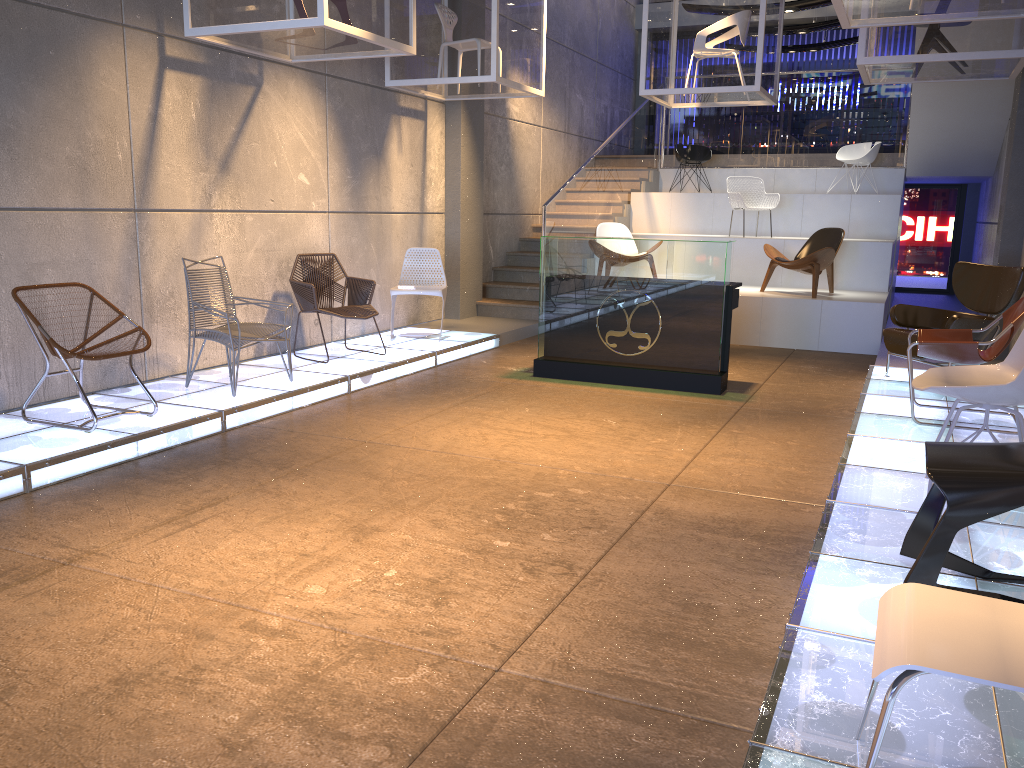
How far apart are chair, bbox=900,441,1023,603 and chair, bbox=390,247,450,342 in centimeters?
583cm

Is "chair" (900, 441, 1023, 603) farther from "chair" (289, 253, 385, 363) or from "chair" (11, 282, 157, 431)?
"chair" (289, 253, 385, 363)

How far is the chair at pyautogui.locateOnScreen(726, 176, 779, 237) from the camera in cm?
1155

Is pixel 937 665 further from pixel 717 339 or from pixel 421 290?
pixel 421 290

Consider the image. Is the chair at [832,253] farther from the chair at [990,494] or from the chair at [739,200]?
the chair at [990,494]

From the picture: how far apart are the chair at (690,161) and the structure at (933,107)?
0.4m

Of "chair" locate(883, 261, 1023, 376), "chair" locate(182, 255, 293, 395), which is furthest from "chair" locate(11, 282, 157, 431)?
"chair" locate(883, 261, 1023, 376)

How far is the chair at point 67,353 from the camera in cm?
490

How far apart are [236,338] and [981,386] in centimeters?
446cm

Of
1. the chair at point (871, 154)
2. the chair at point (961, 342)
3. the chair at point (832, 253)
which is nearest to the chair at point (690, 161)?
the chair at point (871, 154)
